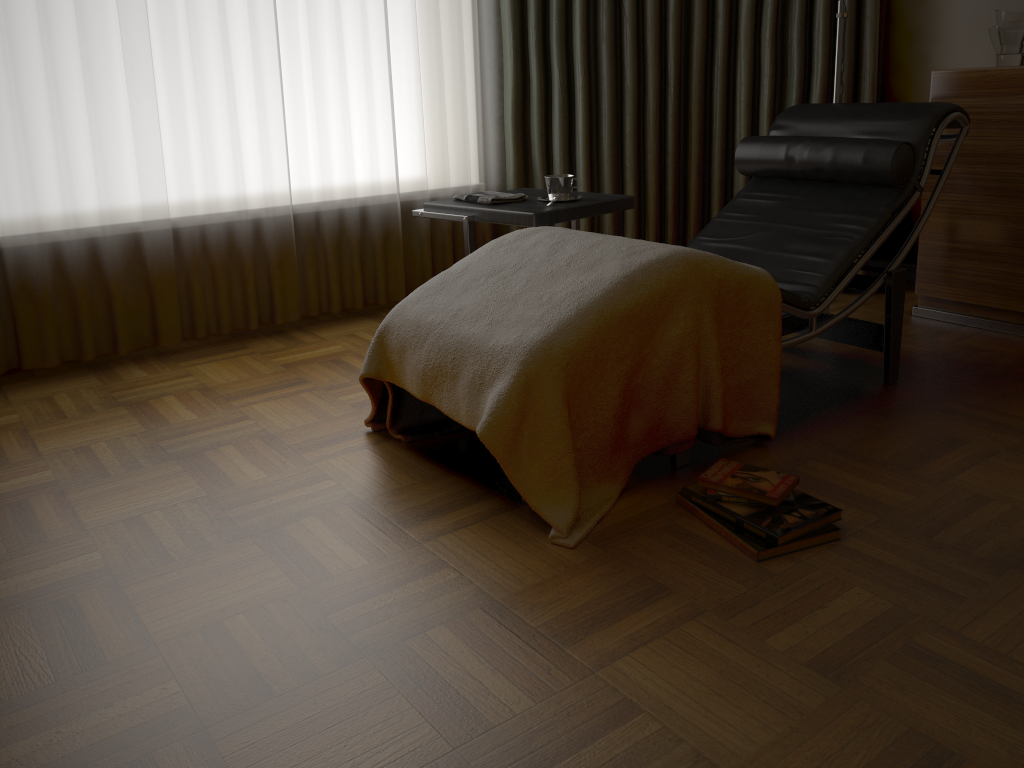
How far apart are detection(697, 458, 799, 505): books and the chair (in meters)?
0.17

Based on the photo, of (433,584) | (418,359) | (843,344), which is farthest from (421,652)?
(843,344)

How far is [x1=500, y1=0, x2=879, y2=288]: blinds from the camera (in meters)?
3.47

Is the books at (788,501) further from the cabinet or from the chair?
the cabinet

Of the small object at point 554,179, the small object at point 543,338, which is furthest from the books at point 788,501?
the small object at point 554,179

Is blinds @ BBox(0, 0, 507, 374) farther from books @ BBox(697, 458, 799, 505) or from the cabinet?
books @ BBox(697, 458, 799, 505)

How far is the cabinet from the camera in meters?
2.9 m

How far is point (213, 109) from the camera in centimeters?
306cm

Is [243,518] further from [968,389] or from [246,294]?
[968,389]

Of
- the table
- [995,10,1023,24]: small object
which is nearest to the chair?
the table
